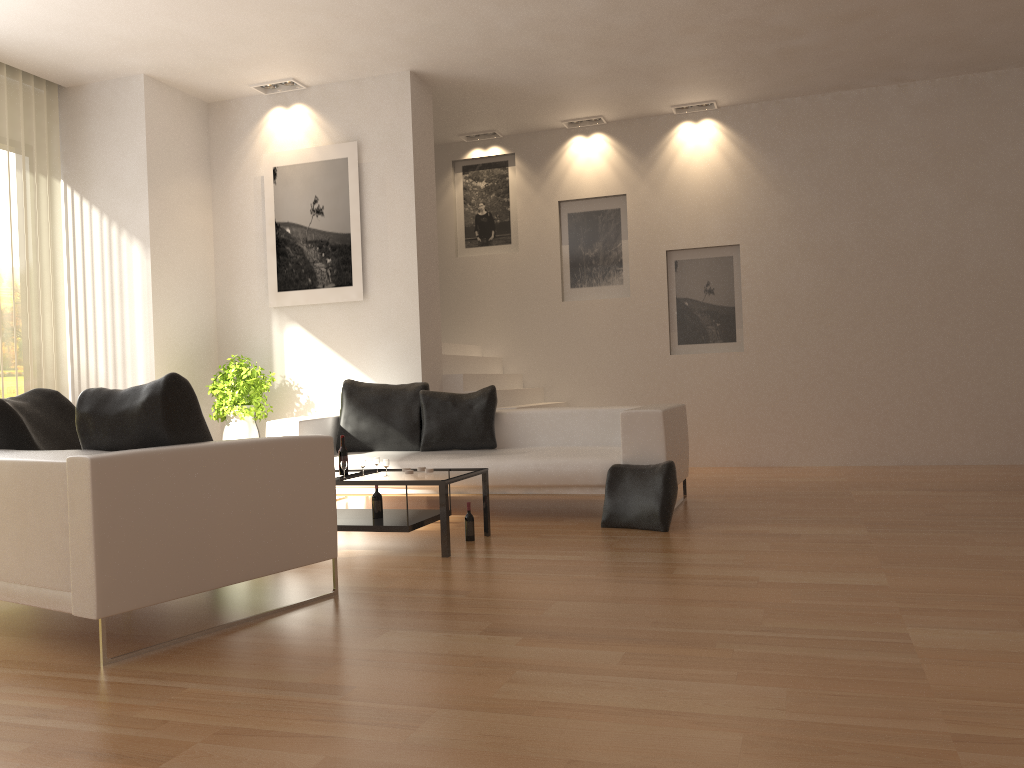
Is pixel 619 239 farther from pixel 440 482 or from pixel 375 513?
pixel 440 482

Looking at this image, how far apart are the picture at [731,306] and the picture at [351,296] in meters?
3.4 m

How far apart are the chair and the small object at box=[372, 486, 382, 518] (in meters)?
1.25

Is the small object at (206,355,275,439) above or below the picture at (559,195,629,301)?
below

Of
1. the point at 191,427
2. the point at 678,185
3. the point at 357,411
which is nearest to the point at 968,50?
the point at 678,185

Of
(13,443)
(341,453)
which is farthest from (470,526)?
(13,443)

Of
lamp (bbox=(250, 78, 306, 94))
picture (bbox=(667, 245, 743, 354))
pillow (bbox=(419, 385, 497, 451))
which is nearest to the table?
pillow (bbox=(419, 385, 497, 451))

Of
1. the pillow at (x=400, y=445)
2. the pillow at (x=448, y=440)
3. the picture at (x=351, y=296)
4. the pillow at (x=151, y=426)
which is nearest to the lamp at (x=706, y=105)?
the picture at (x=351, y=296)

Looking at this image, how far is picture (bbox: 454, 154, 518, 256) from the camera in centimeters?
1005cm

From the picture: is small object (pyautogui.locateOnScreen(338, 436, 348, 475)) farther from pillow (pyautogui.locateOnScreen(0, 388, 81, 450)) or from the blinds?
the blinds
